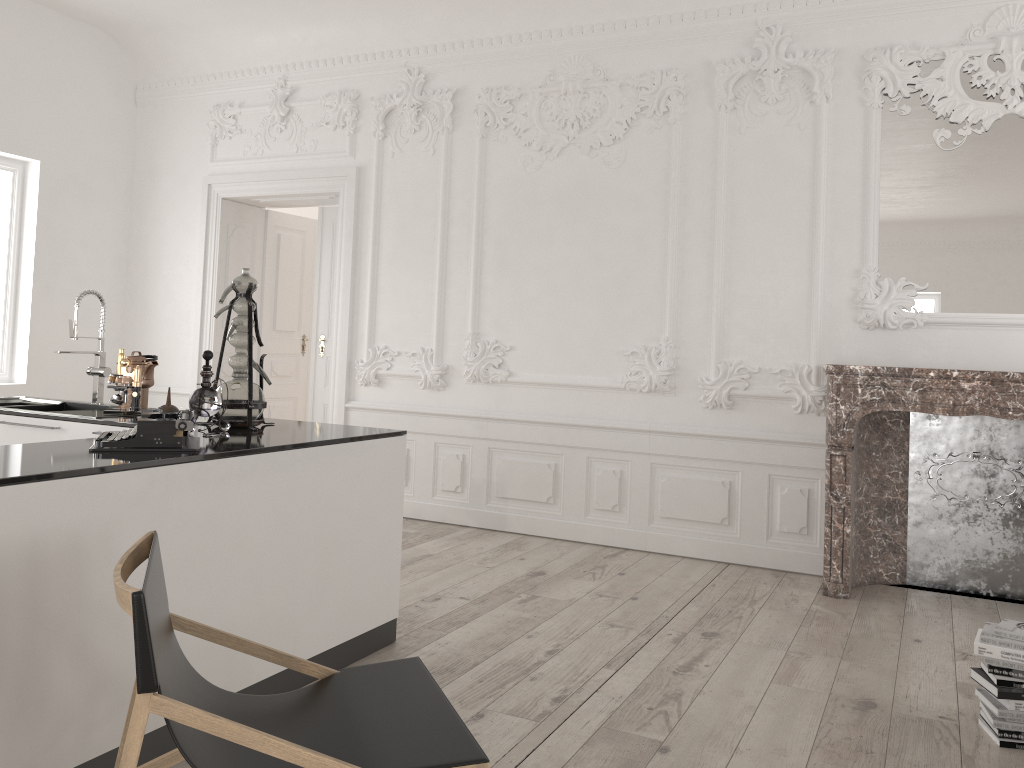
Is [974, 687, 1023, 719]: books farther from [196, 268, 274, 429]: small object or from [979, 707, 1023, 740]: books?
[196, 268, 274, 429]: small object

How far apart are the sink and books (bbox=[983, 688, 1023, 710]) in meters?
3.8 m

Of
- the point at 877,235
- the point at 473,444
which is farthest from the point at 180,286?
the point at 877,235

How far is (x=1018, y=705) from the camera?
2.99m

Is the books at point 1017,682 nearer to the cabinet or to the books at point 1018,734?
the books at point 1018,734

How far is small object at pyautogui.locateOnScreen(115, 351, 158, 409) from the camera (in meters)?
4.17

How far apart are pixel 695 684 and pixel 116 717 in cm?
209

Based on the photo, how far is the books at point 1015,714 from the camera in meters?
3.0

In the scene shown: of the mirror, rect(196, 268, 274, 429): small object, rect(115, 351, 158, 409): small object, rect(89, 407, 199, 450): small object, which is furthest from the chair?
the mirror

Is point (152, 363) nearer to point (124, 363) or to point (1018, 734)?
point (124, 363)
